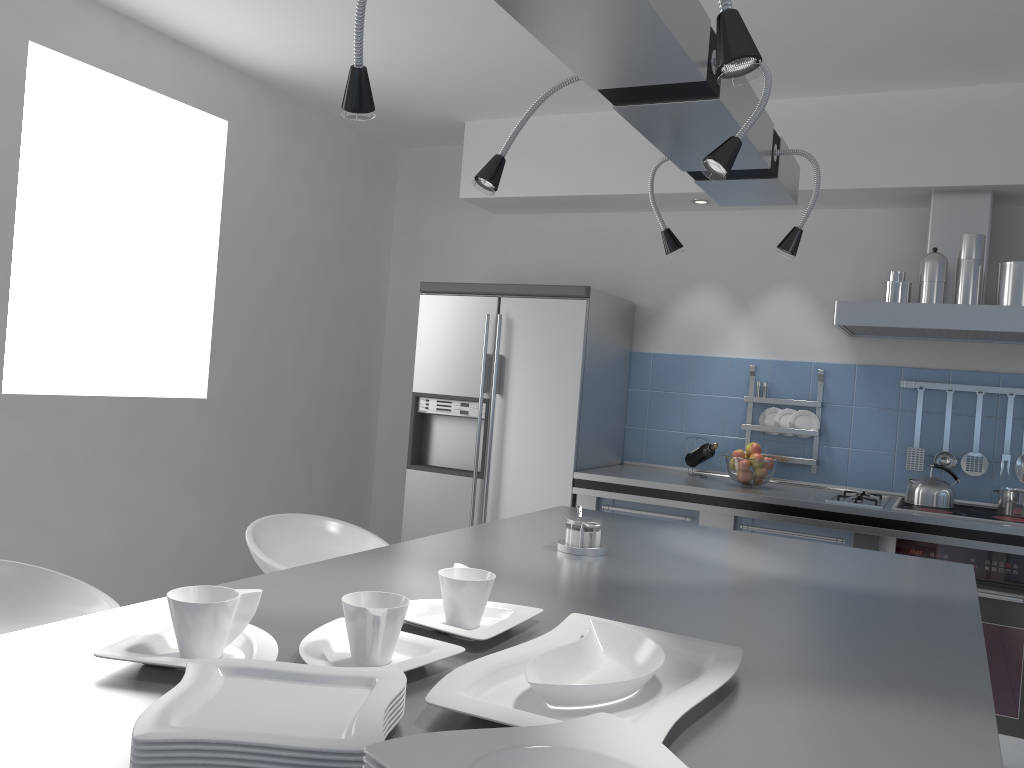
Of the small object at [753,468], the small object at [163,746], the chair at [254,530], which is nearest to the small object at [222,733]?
the small object at [163,746]

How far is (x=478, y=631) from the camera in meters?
1.3 m

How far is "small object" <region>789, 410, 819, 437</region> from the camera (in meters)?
4.24

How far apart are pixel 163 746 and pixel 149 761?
0.02m

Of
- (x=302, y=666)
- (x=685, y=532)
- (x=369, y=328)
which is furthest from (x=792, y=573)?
(x=369, y=328)

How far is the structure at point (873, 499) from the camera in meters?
3.7 m

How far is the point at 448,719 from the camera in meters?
1.0 m

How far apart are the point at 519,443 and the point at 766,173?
2.32m

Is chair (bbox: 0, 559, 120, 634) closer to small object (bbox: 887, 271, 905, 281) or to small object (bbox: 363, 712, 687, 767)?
small object (bbox: 363, 712, 687, 767)

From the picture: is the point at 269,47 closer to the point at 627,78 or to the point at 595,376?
the point at 595,376
